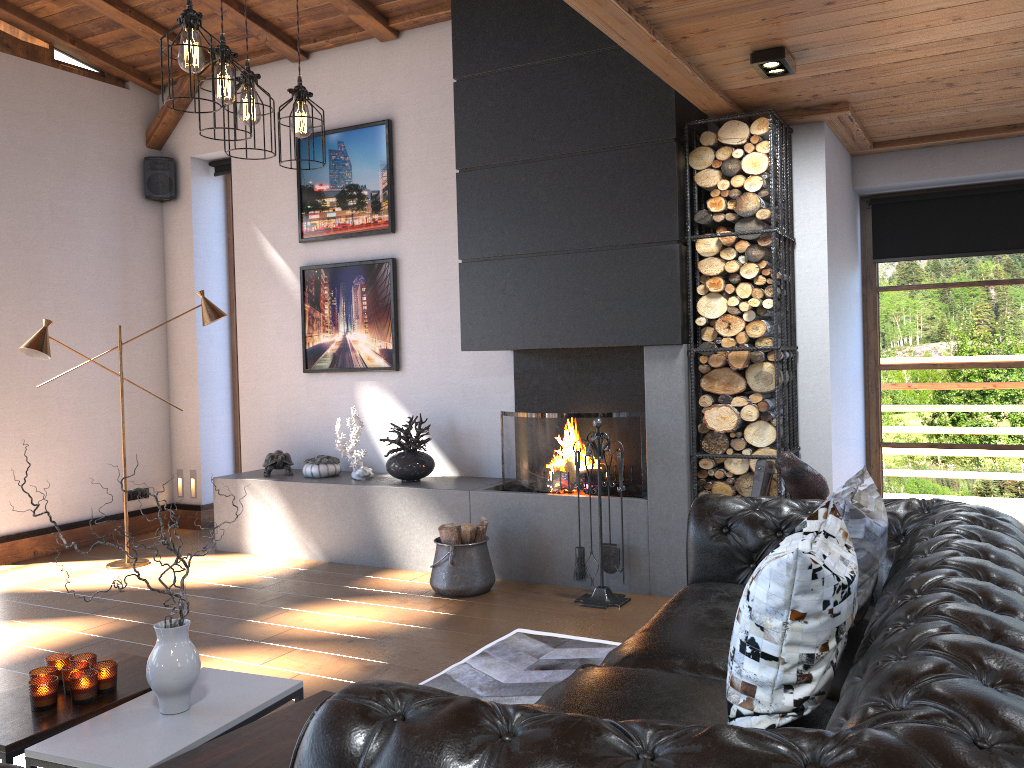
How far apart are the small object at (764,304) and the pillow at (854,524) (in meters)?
1.81

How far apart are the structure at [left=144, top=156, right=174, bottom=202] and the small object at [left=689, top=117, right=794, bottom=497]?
4.6m

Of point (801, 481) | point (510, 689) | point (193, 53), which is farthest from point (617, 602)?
point (193, 53)

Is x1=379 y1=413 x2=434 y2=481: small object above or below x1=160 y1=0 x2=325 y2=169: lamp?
below

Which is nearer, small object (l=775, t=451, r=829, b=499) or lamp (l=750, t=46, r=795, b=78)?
small object (l=775, t=451, r=829, b=499)

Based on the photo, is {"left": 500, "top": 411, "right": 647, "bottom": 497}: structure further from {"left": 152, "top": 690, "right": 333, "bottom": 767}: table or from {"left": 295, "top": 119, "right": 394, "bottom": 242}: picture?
{"left": 152, "top": 690, "right": 333, "bottom": 767}: table

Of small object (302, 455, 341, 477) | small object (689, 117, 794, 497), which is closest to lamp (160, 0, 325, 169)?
small object (689, 117, 794, 497)

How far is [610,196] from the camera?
4.9m

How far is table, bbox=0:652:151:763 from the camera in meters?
2.4

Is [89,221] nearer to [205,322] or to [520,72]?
[205,322]
